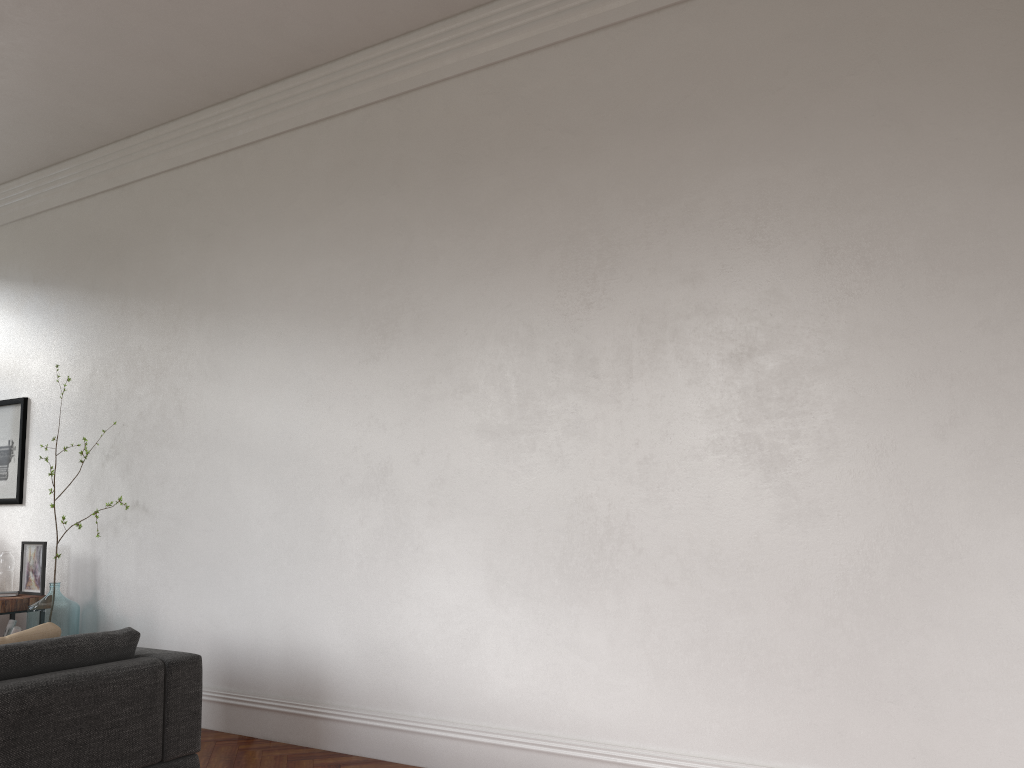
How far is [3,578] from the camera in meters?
6.2

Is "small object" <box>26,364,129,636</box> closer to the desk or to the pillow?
the desk

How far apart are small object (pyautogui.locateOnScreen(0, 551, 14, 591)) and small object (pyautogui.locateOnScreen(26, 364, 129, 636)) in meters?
0.6 m

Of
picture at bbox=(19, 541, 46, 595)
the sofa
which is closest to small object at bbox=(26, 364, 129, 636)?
picture at bbox=(19, 541, 46, 595)

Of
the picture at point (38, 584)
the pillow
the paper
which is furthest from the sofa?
the picture at point (38, 584)

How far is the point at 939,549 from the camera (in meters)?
3.37

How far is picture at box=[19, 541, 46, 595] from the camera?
6.2 meters

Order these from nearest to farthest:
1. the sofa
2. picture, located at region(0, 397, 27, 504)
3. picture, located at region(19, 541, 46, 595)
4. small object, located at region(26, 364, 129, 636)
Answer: the sofa → small object, located at region(26, 364, 129, 636) → picture, located at region(19, 541, 46, 595) → picture, located at region(0, 397, 27, 504)

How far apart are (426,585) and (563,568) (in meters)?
0.82

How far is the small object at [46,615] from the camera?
5.7 meters
